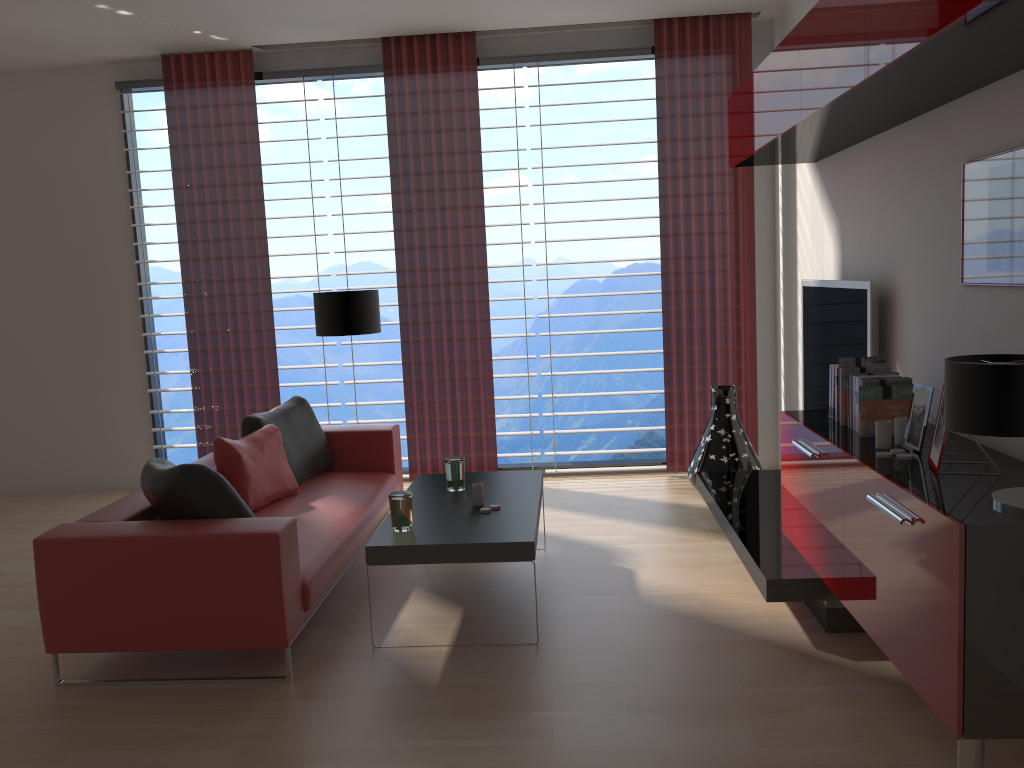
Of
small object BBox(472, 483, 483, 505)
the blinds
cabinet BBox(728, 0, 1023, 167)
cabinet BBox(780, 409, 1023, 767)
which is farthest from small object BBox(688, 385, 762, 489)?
small object BBox(472, 483, 483, 505)

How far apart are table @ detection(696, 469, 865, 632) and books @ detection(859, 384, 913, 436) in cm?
82

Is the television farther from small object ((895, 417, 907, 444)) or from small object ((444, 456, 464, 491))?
small object ((444, 456, 464, 491))

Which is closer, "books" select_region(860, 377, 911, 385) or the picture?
the picture

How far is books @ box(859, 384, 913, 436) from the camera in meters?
4.5 m

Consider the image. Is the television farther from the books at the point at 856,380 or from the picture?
the picture

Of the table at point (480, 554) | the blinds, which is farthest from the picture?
the blinds

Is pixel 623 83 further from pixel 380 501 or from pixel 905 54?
pixel 905 54

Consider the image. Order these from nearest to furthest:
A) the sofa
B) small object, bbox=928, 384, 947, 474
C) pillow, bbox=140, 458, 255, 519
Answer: small object, bbox=928, 384, 947, 474, the sofa, pillow, bbox=140, 458, 255, 519

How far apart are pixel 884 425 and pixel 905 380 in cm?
46
